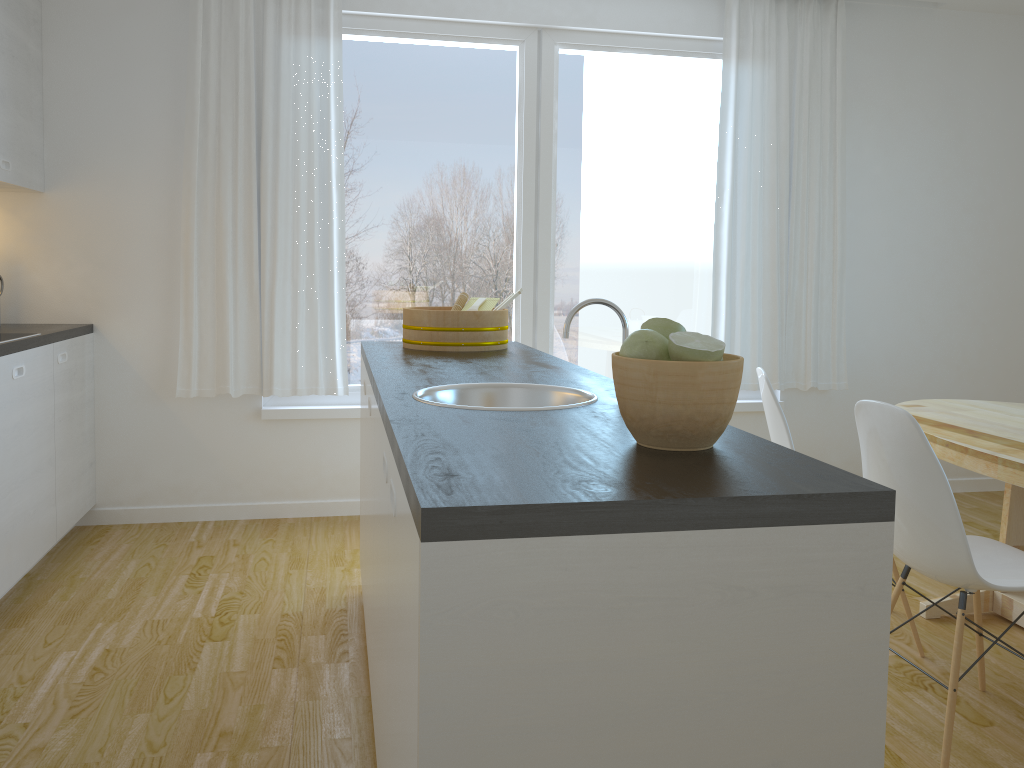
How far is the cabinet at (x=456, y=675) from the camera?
1.0m

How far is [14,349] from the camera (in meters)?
3.11

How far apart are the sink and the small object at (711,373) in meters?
Answer: 0.4 m

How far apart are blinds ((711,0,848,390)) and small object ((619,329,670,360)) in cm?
339

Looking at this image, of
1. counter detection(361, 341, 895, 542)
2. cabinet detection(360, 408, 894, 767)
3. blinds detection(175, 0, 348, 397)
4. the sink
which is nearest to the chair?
counter detection(361, 341, 895, 542)

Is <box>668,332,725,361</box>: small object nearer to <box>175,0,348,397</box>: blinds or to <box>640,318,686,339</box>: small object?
<box>640,318,686,339</box>: small object

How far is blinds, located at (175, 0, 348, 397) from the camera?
4.0m

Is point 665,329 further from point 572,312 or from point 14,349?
point 14,349

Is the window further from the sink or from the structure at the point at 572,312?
the structure at the point at 572,312

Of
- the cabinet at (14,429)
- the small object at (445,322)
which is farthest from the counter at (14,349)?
the small object at (445,322)
